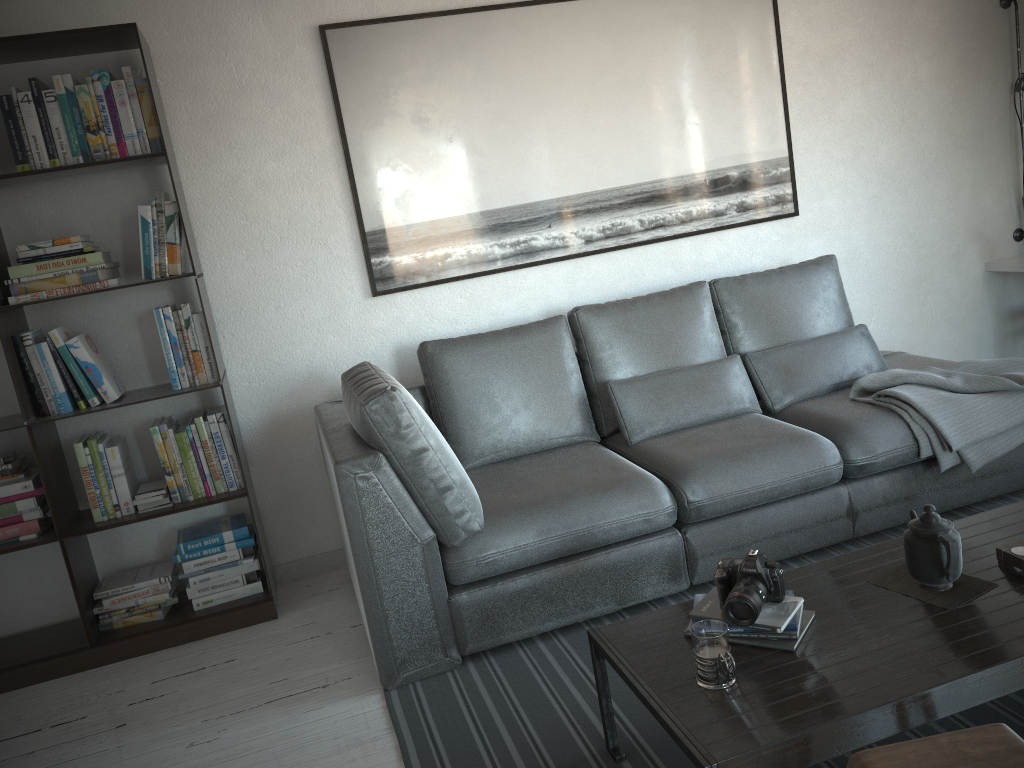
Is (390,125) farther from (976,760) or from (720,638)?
(976,760)

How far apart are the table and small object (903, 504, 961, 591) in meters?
0.1 m

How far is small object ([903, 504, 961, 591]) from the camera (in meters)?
1.91

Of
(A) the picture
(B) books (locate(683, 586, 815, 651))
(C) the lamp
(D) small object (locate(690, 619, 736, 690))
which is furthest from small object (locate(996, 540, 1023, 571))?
(C) the lamp

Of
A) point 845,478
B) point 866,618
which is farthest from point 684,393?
point 866,618

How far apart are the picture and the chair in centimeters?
252cm

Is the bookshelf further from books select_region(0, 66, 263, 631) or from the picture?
the picture

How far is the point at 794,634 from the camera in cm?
188

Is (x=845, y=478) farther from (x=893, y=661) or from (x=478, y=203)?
(x=478, y=203)

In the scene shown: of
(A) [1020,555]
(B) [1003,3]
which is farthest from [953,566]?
(B) [1003,3]
